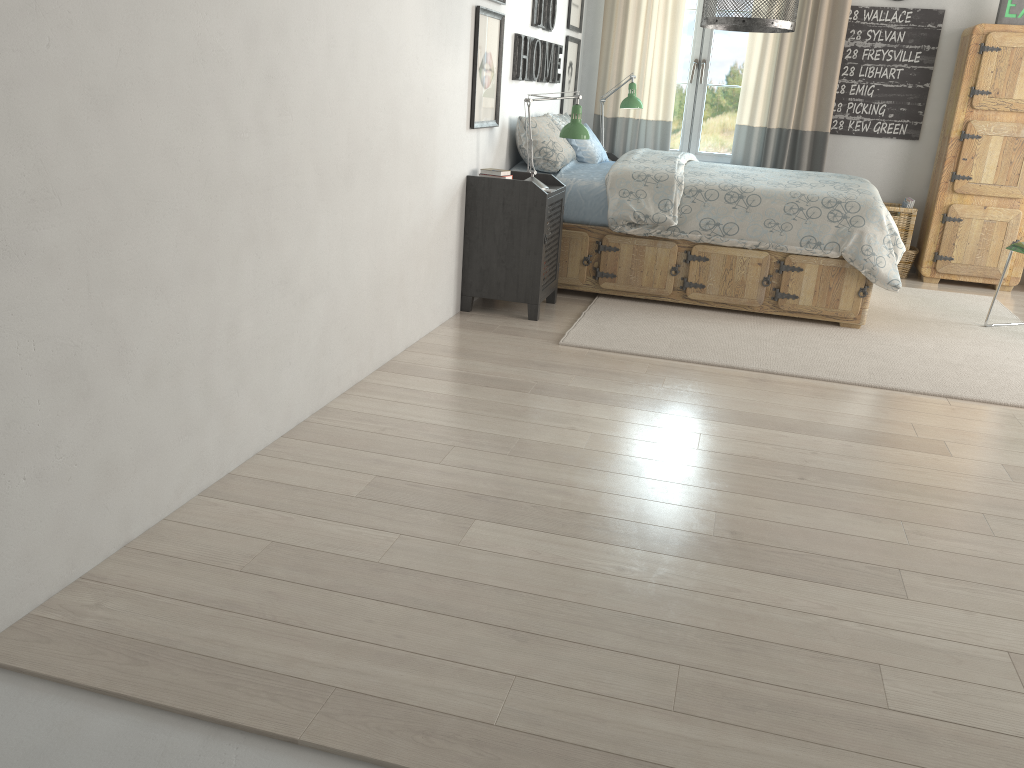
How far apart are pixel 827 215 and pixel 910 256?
1.9m

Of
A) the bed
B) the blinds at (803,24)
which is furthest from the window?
the bed

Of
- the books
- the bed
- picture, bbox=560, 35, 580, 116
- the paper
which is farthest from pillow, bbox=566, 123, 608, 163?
the paper

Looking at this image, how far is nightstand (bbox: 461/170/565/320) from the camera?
4.05m

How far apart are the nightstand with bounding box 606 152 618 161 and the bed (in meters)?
0.96

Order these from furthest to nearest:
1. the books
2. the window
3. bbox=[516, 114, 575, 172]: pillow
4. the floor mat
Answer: the window, bbox=[516, 114, 575, 172]: pillow, the books, the floor mat

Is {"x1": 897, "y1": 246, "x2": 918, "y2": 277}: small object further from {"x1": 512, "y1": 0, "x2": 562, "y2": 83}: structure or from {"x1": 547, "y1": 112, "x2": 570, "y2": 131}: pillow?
{"x1": 512, "y1": 0, "x2": 562, "y2": 83}: structure

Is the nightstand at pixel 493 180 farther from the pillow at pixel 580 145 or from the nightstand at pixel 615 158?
the nightstand at pixel 615 158

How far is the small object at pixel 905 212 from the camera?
5.7 meters

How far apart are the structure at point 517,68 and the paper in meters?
2.4
